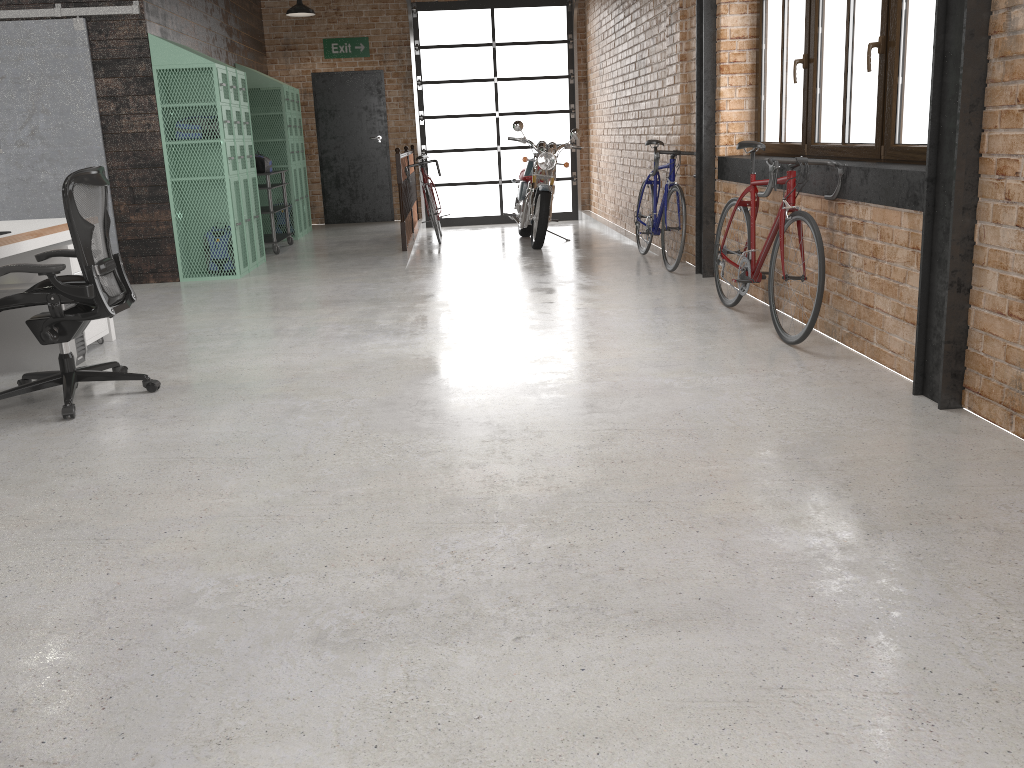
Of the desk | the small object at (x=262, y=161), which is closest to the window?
the desk

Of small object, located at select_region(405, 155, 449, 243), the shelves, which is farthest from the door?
the shelves

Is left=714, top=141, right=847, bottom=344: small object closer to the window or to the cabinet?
the window

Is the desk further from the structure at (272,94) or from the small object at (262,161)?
the structure at (272,94)

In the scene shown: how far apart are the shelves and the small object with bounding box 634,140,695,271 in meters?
3.9

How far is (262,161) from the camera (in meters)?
9.33

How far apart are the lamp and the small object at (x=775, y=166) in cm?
711

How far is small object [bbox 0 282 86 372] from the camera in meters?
4.8

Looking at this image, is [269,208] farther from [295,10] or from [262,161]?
[295,10]

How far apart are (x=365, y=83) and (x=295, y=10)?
1.7m
